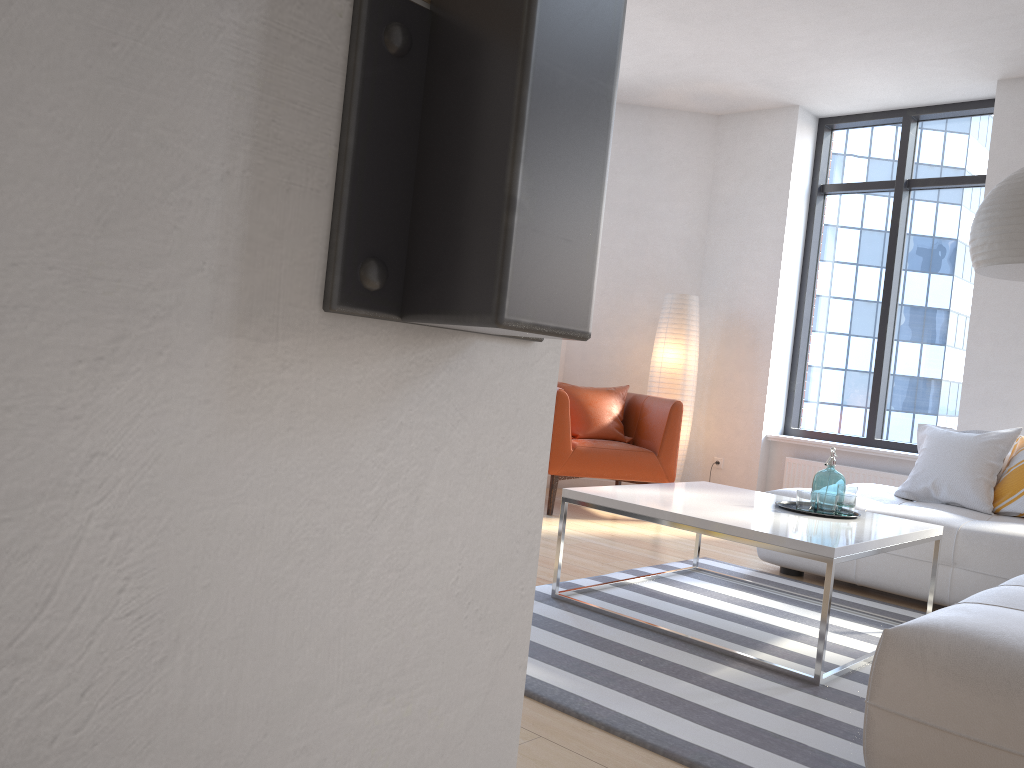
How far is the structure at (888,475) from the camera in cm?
589

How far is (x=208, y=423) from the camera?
0.3 meters

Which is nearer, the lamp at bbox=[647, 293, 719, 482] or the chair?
the chair

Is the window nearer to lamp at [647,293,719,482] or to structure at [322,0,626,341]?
lamp at [647,293,719,482]

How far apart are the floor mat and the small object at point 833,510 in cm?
43

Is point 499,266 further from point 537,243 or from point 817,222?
point 817,222

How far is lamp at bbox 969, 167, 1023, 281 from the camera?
3.2m

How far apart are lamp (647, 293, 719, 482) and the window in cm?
84

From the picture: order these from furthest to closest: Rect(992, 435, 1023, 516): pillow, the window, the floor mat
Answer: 1. the window
2. Rect(992, 435, 1023, 516): pillow
3. the floor mat

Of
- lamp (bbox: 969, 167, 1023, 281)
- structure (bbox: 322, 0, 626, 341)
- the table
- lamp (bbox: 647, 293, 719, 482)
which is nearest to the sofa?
the table
